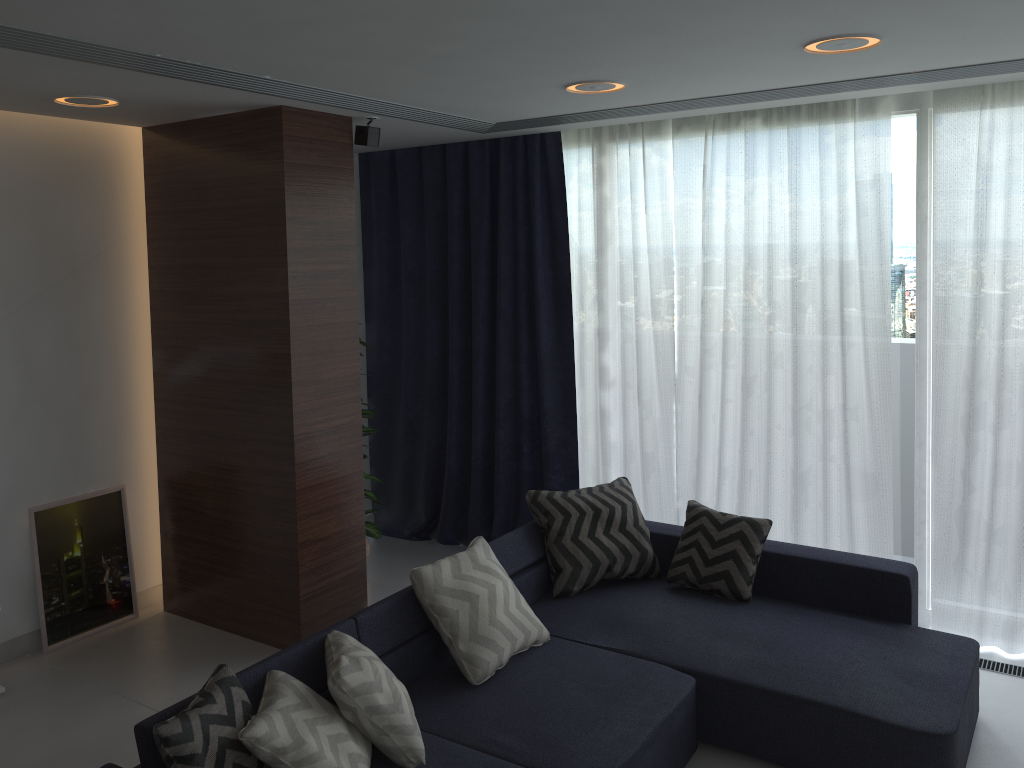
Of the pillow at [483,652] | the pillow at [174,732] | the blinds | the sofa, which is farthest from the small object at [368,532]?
the pillow at [174,732]

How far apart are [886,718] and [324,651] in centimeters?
193cm

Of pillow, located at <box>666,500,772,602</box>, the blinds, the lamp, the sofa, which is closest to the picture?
the blinds

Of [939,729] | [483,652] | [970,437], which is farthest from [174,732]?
[970,437]

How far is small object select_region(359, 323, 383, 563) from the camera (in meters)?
5.04

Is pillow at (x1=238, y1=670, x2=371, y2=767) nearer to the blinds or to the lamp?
the lamp

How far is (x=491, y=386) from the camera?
5.51m

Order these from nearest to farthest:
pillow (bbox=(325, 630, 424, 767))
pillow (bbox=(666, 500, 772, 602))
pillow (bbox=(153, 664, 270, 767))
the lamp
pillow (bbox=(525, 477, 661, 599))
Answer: pillow (bbox=(153, 664, 270, 767)) < pillow (bbox=(325, 630, 424, 767)) < the lamp < pillow (bbox=(666, 500, 772, 602)) < pillow (bbox=(525, 477, 661, 599))

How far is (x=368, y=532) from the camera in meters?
5.0

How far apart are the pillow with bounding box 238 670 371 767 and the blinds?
2.62m
